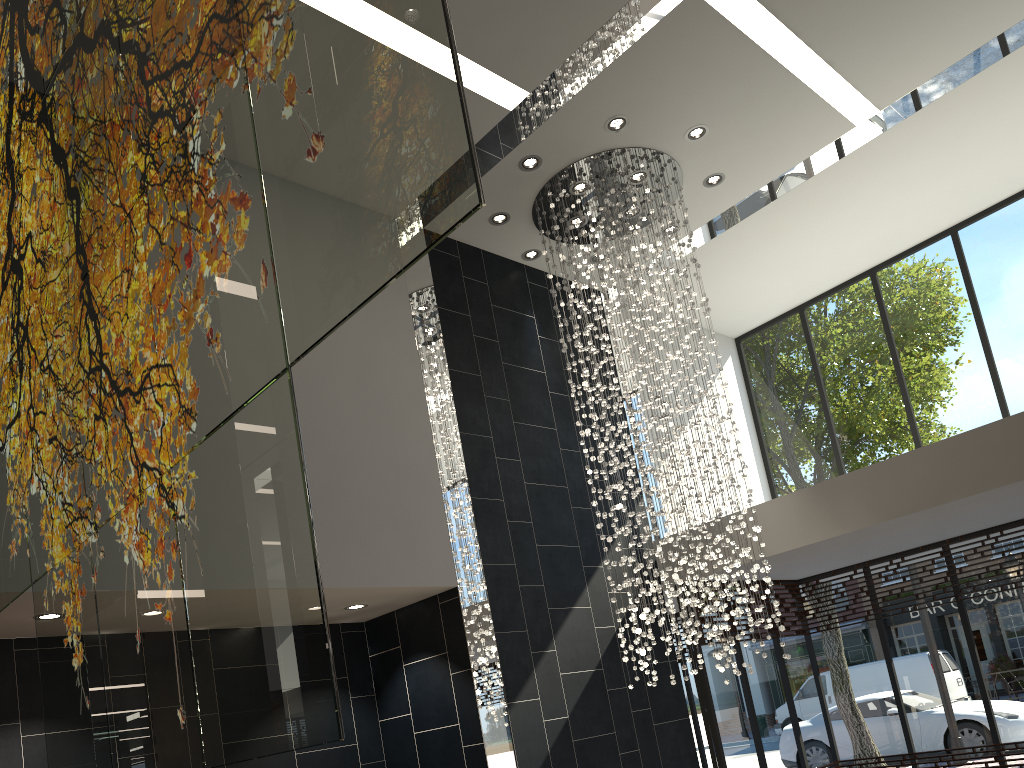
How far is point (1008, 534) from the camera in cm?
848

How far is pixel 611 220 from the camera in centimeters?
729cm

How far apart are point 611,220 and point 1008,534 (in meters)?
5.05

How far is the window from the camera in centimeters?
848cm

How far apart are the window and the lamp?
1.5m

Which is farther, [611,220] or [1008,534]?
[1008,534]

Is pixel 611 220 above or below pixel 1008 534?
above

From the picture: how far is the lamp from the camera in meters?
7.3

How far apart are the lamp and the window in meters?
1.5 m
